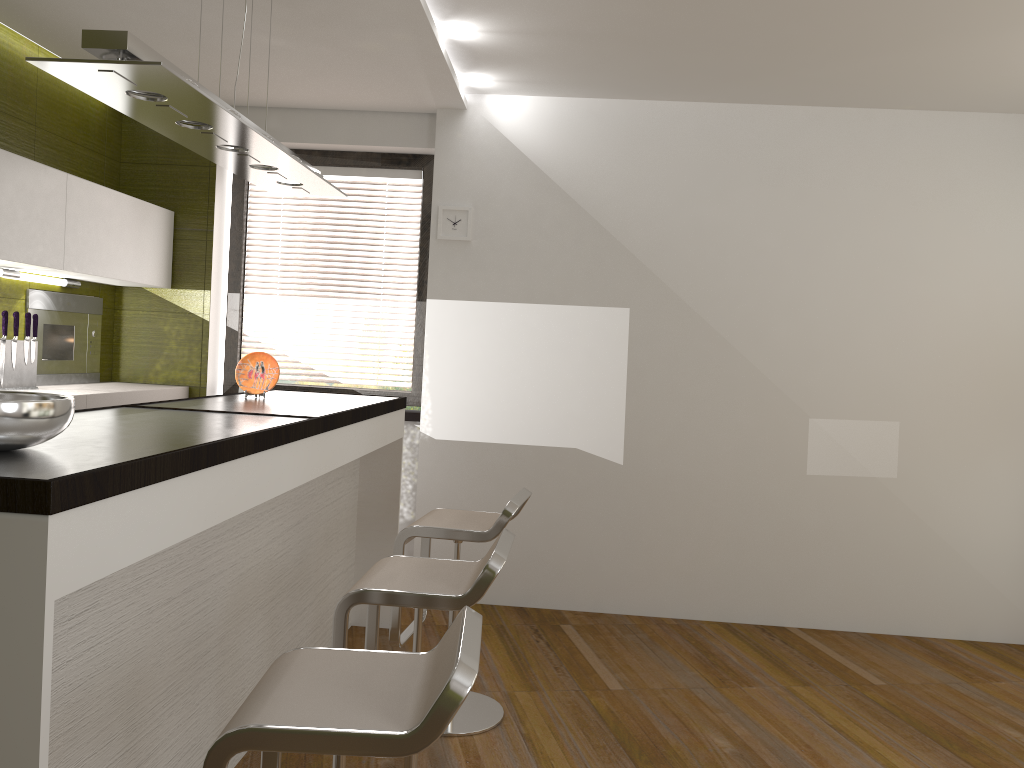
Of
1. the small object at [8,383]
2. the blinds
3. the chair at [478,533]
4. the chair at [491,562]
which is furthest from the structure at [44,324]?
the chair at [491,562]

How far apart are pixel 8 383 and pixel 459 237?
2.26m

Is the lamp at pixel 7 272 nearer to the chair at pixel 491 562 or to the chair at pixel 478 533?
the chair at pixel 478 533

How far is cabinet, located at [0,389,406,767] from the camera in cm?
140

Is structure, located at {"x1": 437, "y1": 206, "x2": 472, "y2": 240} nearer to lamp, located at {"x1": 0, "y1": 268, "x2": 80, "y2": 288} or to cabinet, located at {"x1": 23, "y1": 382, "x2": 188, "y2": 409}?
cabinet, located at {"x1": 23, "y1": 382, "x2": 188, "y2": 409}

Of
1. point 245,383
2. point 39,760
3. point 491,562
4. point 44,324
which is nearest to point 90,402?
point 44,324

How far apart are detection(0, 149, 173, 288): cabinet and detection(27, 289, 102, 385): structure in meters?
0.2 m

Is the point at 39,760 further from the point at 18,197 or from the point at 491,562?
the point at 18,197

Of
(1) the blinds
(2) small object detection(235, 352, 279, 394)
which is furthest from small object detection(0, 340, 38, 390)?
(1) the blinds

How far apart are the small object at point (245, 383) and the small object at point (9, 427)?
1.8m
